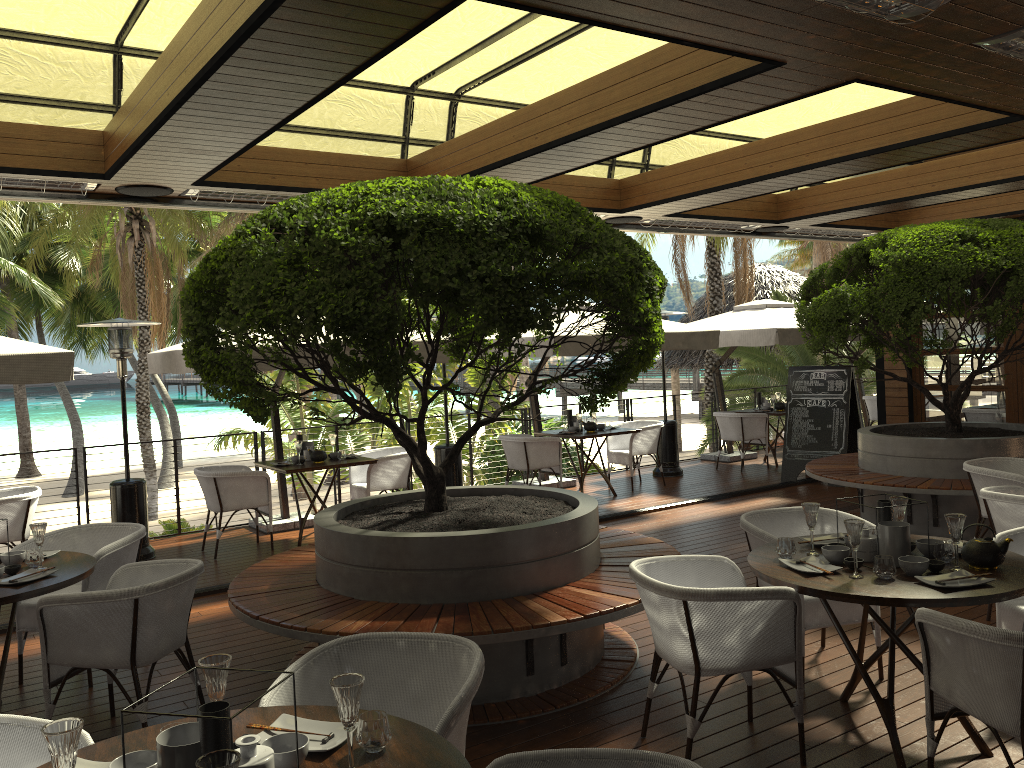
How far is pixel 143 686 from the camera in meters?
4.8

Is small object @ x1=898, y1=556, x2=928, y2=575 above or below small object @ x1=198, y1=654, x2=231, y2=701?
below

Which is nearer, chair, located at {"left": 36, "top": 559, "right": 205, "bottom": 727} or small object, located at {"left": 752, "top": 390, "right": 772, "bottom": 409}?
chair, located at {"left": 36, "top": 559, "right": 205, "bottom": 727}

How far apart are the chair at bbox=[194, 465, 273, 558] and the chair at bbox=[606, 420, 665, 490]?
4.37m

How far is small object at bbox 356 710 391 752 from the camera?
2.2 meters

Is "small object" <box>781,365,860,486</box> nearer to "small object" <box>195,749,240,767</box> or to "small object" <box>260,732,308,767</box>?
"small object" <box>260,732,308,767</box>

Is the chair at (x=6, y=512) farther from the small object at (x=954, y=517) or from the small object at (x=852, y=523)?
the small object at (x=954, y=517)

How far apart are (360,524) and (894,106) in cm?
441

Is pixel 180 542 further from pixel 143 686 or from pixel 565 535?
pixel 565 535

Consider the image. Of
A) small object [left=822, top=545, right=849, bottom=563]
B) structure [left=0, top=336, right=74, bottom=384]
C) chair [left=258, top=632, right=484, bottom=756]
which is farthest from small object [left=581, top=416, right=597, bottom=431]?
chair [left=258, top=632, right=484, bottom=756]
